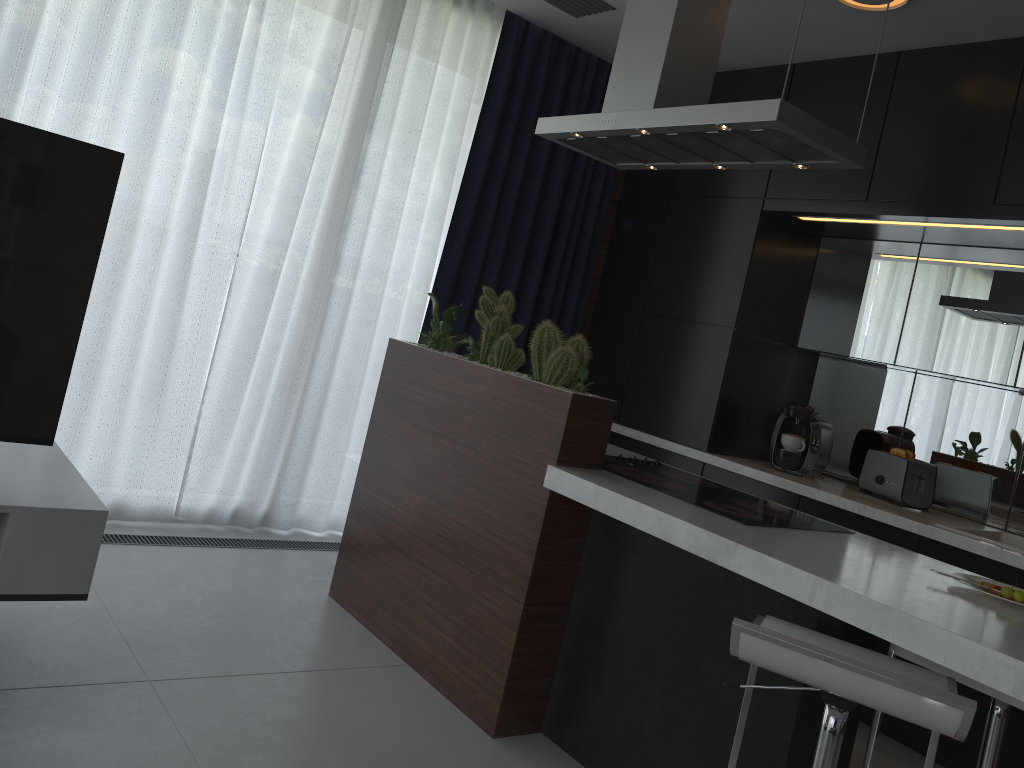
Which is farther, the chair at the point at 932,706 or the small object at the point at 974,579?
the small object at the point at 974,579

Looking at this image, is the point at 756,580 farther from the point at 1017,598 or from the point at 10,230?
the point at 10,230

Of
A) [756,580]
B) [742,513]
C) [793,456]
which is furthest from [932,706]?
[793,456]

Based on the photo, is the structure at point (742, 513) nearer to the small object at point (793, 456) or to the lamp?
the small object at point (793, 456)

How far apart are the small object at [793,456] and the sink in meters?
0.7 m

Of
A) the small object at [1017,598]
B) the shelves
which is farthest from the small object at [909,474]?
the shelves

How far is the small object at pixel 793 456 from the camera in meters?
3.8

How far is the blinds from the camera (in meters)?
3.27

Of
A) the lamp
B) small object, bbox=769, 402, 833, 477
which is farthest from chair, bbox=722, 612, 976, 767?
the lamp

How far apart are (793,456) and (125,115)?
3.0 meters
